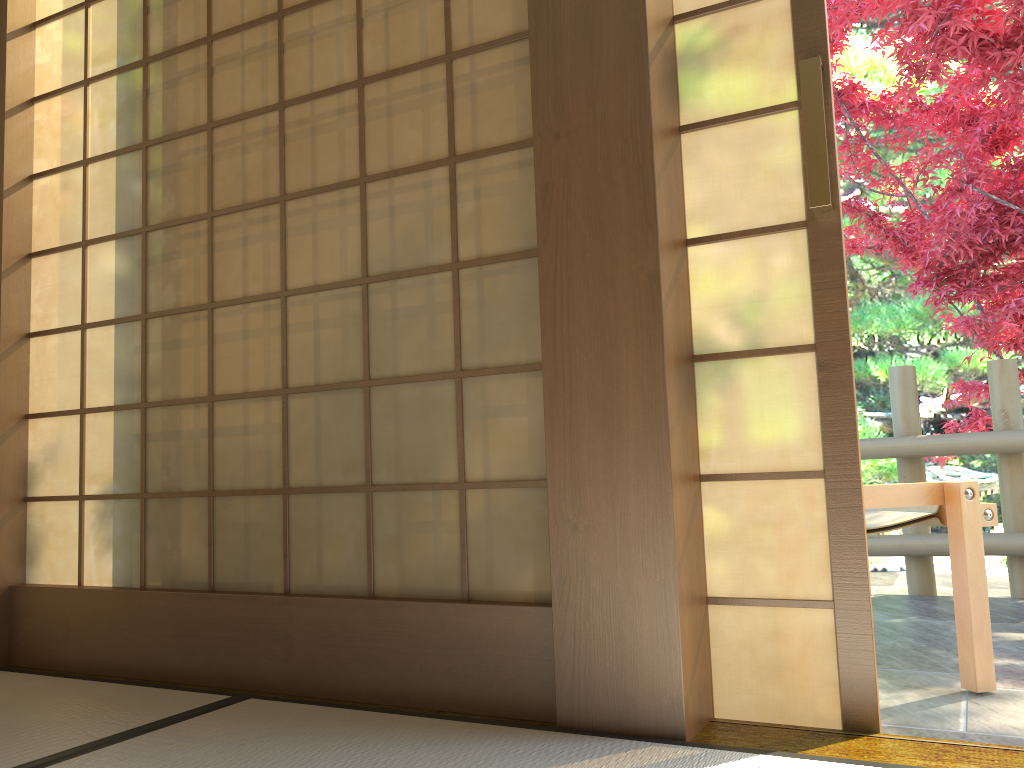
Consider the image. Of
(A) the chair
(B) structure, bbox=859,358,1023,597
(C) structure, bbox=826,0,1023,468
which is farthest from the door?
(B) structure, bbox=859,358,1023,597

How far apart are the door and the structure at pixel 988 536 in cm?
246

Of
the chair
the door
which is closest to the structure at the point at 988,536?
the chair

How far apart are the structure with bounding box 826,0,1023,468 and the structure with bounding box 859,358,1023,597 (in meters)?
0.20

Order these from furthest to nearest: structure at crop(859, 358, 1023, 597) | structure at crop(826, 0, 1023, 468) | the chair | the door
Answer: structure at crop(826, 0, 1023, 468) < structure at crop(859, 358, 1023, 597) < the chair < the door

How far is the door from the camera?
1.71m

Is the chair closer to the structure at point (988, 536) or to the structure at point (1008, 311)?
→ the structure at point (988, 536)

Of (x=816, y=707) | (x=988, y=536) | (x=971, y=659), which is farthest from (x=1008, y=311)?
(x=816, y=707)

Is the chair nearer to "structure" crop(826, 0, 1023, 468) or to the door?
the door

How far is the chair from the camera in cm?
227
